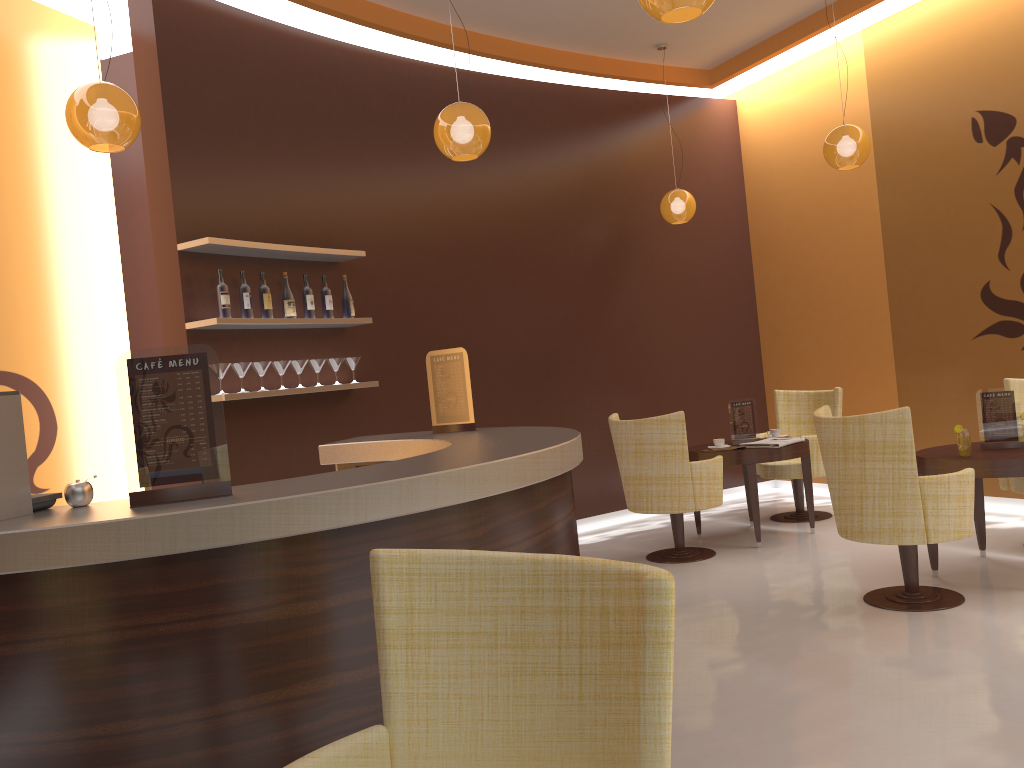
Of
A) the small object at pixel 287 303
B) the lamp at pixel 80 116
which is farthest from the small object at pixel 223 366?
the lamp at pixel 80 116

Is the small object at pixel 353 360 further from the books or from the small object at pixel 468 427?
the books

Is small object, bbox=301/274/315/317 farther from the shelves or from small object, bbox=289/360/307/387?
small object, bbox=289/360/307/387

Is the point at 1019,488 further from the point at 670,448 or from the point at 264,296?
the point at 264,296

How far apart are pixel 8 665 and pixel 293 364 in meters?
3.5 m

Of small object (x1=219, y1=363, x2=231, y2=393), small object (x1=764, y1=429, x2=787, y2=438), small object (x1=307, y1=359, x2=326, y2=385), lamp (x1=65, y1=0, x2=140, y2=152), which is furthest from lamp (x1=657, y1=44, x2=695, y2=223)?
lamp (x1=65, y1=0, x2=140, y2=152)

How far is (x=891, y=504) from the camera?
4.3m

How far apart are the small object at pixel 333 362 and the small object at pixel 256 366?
0.6m

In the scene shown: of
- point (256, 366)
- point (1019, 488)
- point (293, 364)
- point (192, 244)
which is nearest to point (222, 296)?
point (192, 244)

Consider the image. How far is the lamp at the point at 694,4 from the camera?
2.9m
